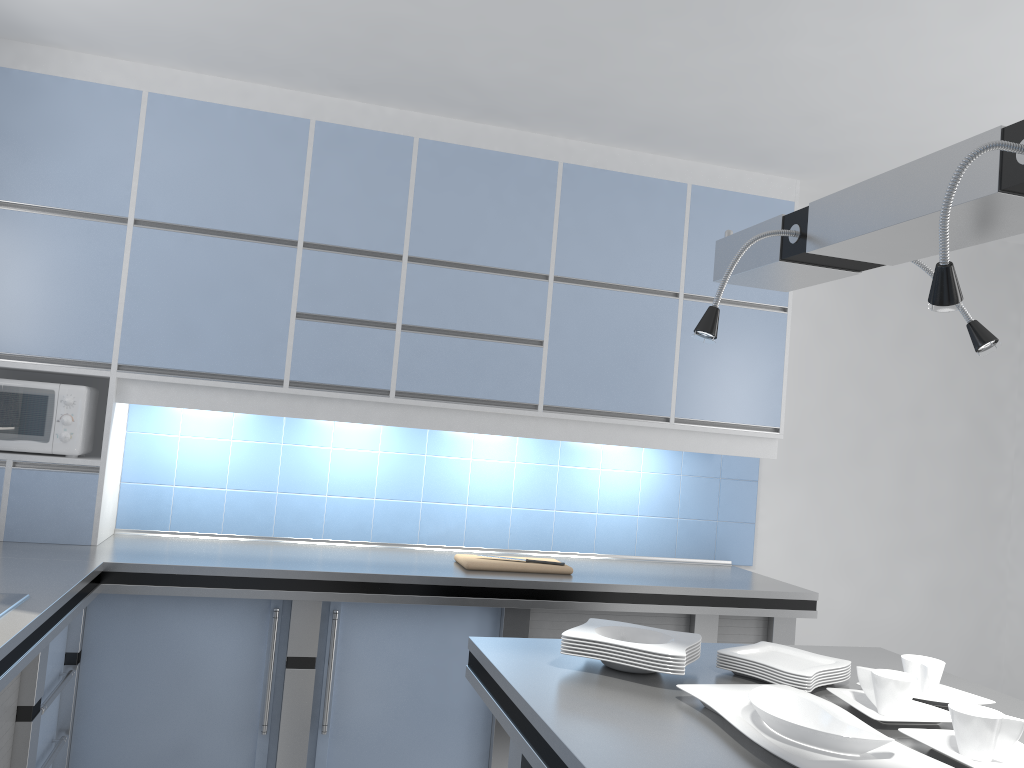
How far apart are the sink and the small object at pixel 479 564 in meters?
1.5 m

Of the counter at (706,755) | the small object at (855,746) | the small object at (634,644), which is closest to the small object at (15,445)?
the counter at (706,755)

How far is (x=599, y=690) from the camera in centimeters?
182cm

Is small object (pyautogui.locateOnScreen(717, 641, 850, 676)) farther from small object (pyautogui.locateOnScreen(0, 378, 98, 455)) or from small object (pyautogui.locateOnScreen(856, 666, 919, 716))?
small object (pyautogui.locateOnScreen(0, 378, 98, 455))

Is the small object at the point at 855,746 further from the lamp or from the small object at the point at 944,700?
the lamp

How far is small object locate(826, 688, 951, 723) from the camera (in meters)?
1.74

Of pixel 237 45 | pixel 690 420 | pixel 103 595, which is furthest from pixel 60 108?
pixel 690 420

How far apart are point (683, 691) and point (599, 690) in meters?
0.2 m

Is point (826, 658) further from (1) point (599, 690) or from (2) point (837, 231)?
(2) point (837, 231)

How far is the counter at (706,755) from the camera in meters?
1.5
